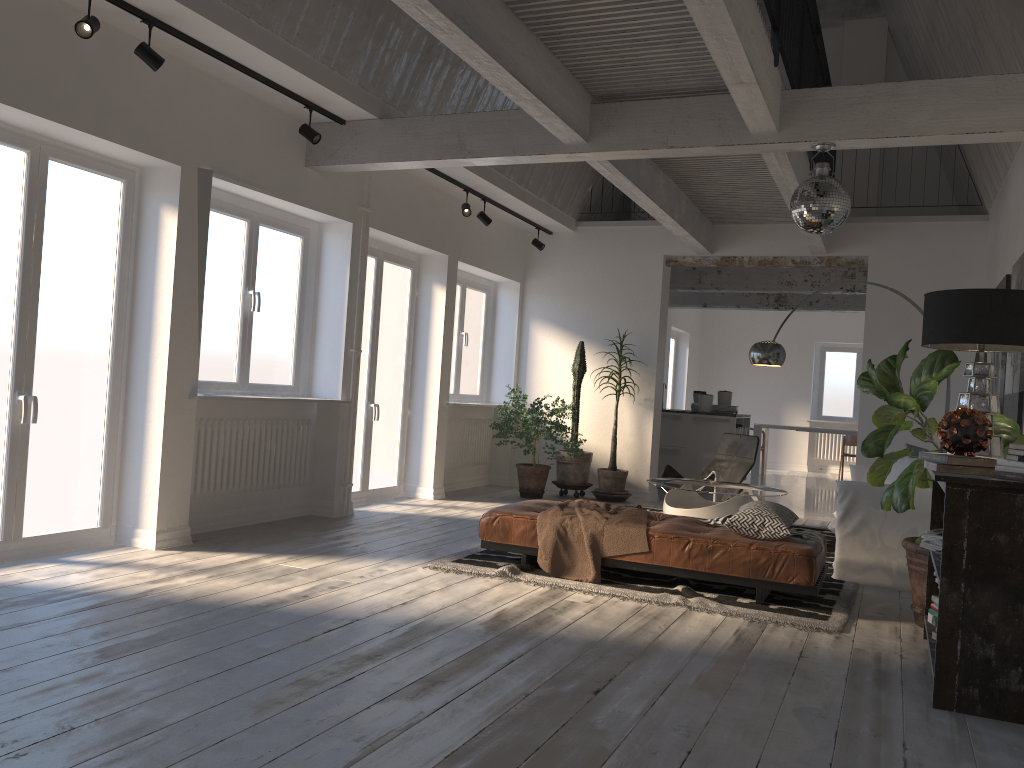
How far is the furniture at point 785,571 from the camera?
4.8m

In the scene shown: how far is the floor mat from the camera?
4.68m

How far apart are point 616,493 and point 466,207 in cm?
339

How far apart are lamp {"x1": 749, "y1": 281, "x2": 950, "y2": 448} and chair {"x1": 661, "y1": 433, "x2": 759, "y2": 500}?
0.8 meters

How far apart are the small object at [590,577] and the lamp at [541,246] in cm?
446

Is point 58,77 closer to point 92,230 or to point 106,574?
point 92,230

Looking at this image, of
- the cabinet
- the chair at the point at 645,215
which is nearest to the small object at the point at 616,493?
the cabinet

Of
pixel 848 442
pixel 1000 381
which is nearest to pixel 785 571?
pixel 1000 381

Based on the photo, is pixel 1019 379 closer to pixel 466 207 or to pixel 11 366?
pixel 466 207

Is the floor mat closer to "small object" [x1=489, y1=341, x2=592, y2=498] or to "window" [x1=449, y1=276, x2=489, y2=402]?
"small object" [x1=489, y1=341, x2=592, y2=498]
